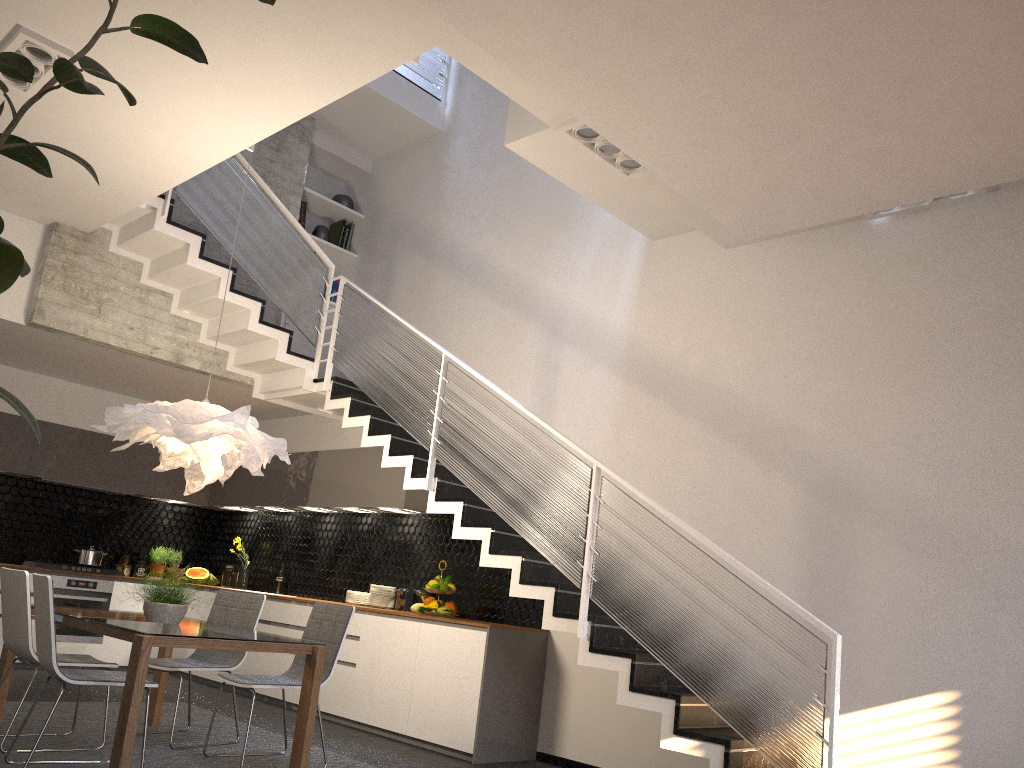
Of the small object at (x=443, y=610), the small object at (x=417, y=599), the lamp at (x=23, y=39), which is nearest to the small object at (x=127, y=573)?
the small object at (x=417, y=599)

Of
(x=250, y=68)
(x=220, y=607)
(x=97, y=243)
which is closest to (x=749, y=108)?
(x=250, y=68)

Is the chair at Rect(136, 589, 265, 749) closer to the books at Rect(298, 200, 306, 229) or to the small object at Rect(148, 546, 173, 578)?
the small object at Rect(148, 546, 173, 578)

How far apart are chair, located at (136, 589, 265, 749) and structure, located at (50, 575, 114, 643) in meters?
3.1 m

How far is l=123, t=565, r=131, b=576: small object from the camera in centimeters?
898cm

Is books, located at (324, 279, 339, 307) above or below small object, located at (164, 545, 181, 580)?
above

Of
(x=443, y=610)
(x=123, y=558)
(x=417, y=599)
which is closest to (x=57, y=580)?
(x=123, y=558)

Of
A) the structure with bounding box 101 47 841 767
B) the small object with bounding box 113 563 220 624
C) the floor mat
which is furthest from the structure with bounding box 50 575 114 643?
the small object with bounding box 113 563 220 624

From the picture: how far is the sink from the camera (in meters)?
8.60

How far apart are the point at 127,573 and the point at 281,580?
1.7 meters
